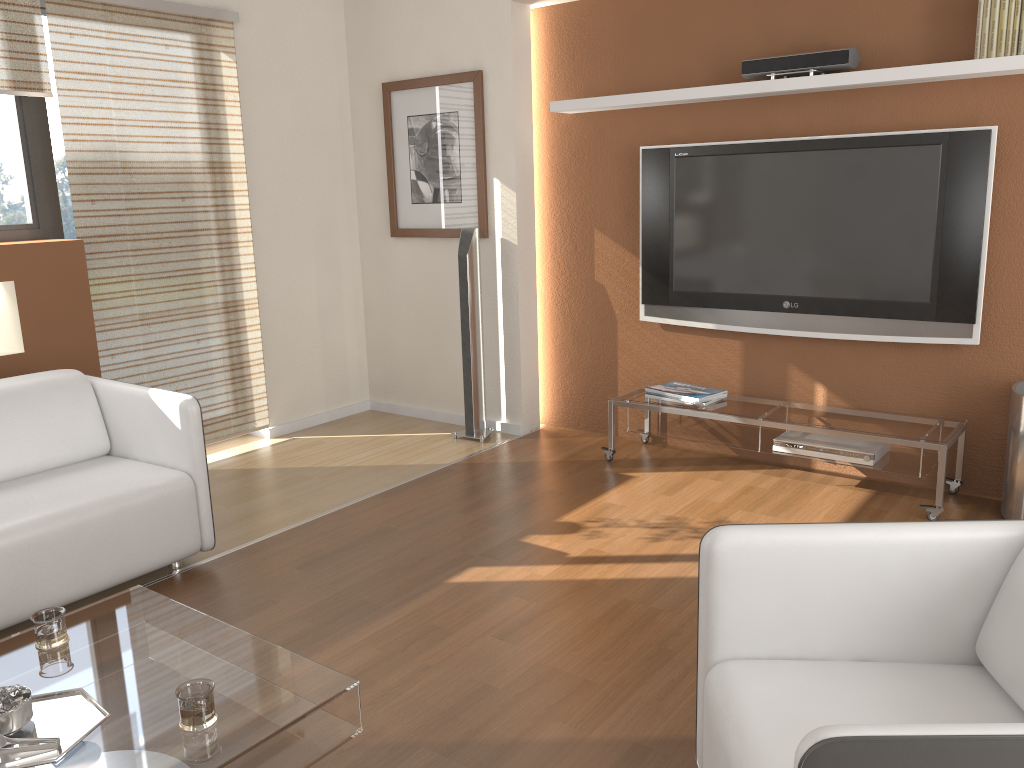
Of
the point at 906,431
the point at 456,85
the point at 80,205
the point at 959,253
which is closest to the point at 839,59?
the point at 959,253

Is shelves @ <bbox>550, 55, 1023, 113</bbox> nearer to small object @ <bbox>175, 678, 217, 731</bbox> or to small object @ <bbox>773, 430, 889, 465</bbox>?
small object @ <bbox>773, 430, 889, 465</bbox>

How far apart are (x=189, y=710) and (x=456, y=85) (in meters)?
3.82

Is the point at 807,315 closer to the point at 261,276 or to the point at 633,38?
the point at 633,38

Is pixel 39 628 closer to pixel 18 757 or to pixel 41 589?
pixel 18 757

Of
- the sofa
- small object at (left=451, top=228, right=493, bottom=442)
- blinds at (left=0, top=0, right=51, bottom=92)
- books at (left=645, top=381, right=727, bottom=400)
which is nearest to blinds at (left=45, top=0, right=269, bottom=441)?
blinds at (left=0, top=0, right=51, bottom=92)

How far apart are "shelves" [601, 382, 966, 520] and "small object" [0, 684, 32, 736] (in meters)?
2.99

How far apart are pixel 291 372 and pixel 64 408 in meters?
1.8

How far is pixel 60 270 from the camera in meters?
4.0 m

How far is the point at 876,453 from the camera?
3.8 meters
